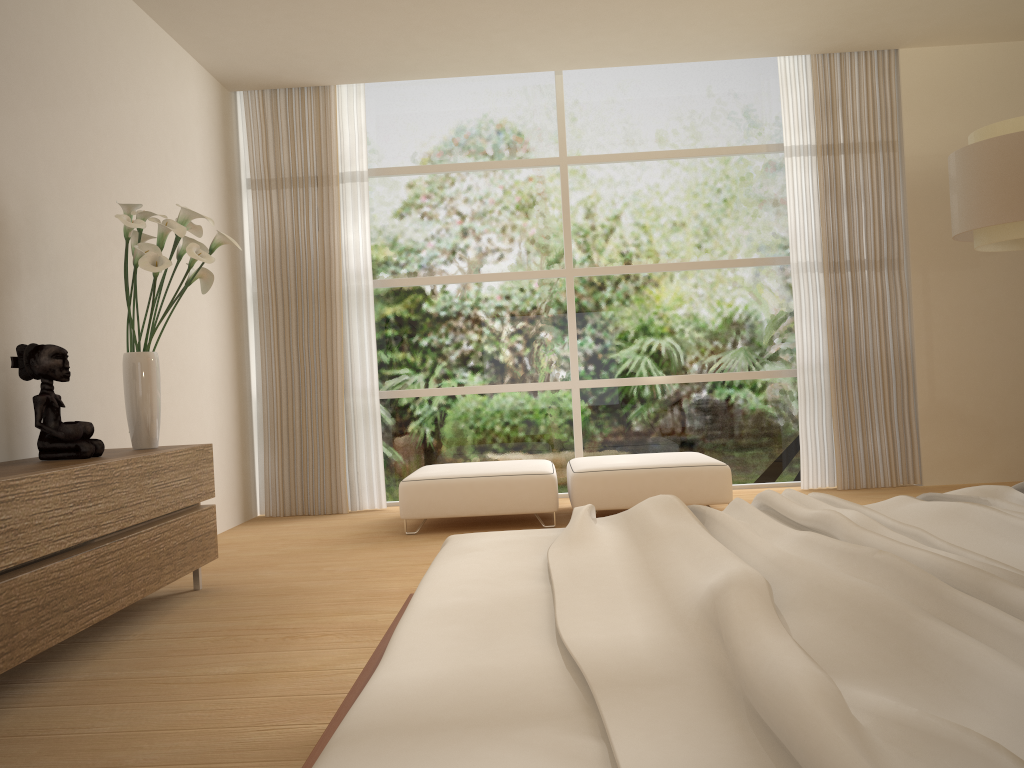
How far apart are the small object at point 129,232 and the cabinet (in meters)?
0.07

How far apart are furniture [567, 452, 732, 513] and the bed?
2.7m

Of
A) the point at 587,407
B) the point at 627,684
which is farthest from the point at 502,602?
the point at 587,407

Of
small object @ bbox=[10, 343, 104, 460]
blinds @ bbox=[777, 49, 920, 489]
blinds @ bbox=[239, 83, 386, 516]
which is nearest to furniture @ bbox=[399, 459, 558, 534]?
blinds @ bbox=[239, 83, 386, 516]

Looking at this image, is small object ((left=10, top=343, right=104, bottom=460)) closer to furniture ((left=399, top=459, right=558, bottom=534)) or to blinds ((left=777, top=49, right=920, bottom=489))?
furniture ((left=399, top=459, right=558, bottom=534))

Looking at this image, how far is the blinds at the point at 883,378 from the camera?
6.29m

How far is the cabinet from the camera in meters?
2.6

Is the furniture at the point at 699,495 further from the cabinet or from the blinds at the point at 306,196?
the cabinet

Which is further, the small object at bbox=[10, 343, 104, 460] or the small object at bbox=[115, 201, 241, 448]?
the small object at bbox=[115, 201, 241, 448]

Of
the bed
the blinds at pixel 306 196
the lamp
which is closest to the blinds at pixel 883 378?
the lamp
